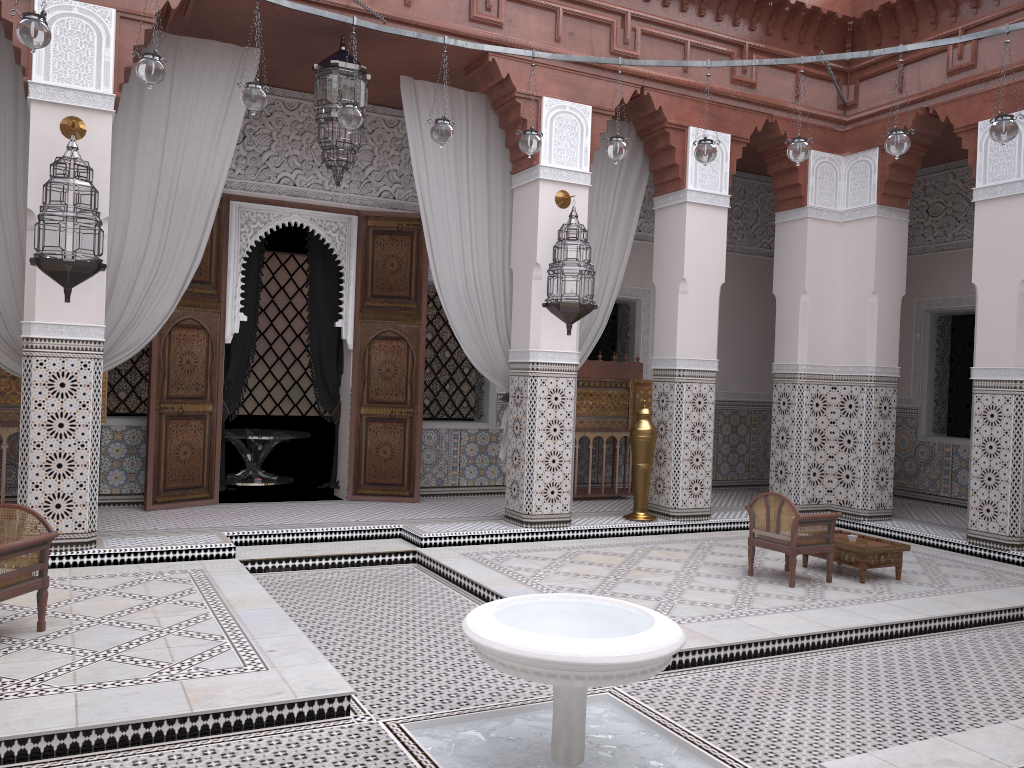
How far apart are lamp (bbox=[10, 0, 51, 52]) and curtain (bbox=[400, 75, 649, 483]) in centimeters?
164cm

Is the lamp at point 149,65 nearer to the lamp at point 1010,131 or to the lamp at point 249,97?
the lamp at point 249,97

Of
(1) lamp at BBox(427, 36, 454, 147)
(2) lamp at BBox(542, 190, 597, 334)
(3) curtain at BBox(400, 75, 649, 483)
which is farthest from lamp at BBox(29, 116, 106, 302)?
(2) lamp at BBox(542, 190, 597, 334)

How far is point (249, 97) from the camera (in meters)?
2.64

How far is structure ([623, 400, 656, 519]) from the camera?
4.0m

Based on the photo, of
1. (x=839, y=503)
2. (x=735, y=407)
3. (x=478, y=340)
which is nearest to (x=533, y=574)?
(x=478, y=340)

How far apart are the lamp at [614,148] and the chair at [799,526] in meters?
1.3

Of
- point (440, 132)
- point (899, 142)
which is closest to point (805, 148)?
point (899, 142)

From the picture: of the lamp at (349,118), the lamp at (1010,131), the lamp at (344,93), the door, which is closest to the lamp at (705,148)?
the lamp at (1010,131)

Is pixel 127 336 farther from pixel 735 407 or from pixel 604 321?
pixel 735 407
